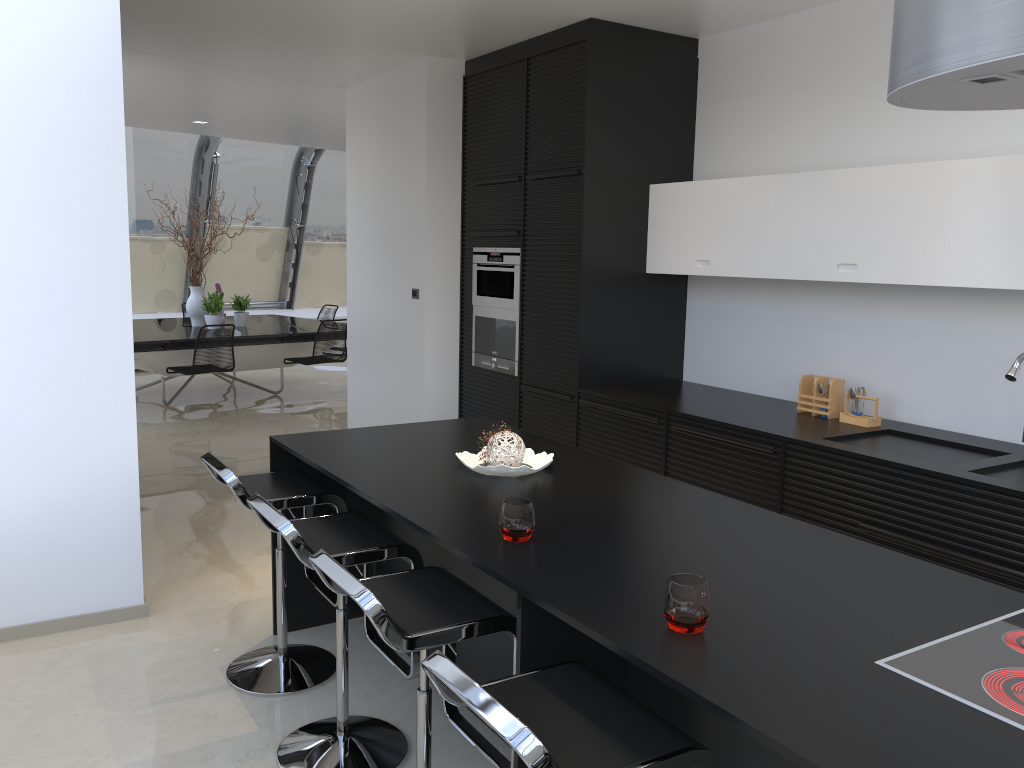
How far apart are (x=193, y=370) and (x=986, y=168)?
6.7 meters

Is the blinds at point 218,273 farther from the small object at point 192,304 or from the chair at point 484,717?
the chair at point 484,717

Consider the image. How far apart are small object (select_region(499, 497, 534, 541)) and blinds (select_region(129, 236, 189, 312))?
10.4 meters

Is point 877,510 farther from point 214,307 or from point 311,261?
point 311,261

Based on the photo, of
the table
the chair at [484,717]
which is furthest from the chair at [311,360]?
the chair at [484,717]

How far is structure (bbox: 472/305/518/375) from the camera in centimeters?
569cm

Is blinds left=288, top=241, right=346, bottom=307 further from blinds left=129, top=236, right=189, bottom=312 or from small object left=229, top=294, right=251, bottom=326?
small object left=229, top=294, right=251, bottom=326

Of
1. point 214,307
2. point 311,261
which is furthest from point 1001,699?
point 311,261

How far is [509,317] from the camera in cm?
569

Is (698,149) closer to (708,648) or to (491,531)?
(491,531)
